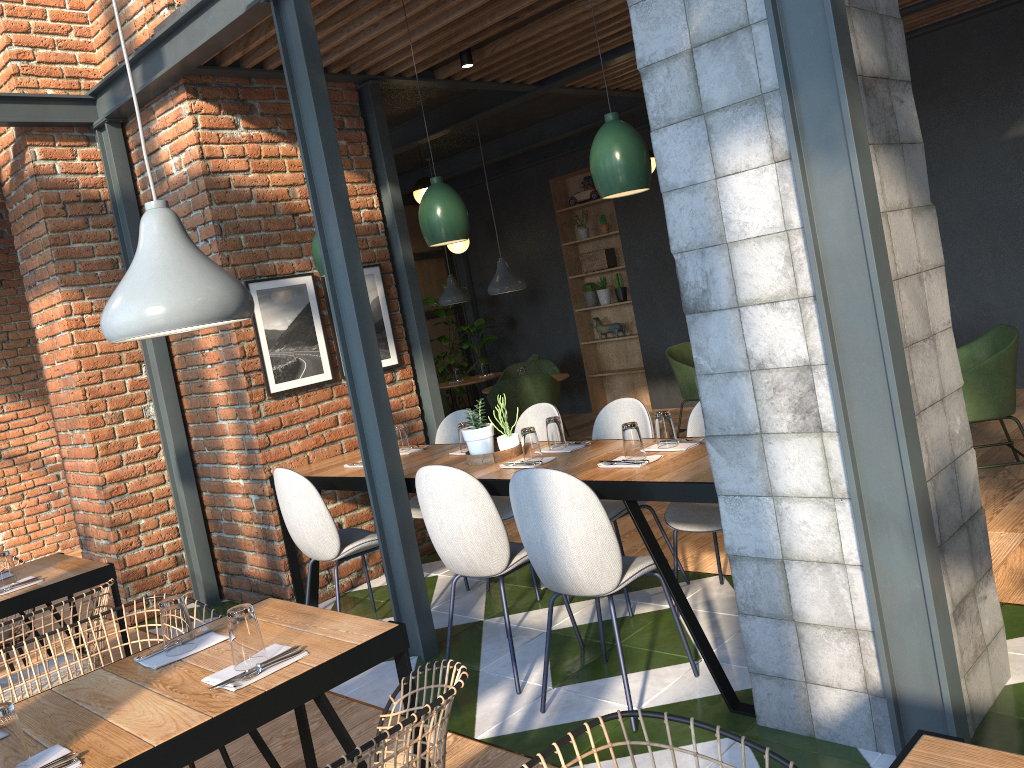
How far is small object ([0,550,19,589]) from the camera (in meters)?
3.47

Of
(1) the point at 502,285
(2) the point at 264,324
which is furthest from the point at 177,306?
(1) the point at 502,285

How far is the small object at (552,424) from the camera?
3.8m

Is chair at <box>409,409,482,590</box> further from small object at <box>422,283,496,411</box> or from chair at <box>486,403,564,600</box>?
small object at <box>422,283,496,411</box>

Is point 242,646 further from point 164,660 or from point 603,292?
point 603,292

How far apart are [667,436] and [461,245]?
7.0m

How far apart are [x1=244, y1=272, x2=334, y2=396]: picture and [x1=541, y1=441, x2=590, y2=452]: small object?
1.7 meters

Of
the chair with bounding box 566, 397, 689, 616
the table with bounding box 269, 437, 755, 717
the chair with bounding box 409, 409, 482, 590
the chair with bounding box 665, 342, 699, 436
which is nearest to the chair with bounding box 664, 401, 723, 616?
the chair with bounding box 566, 397, 689, 616

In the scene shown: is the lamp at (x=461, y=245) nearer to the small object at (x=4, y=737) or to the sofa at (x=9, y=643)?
the sofa at (x=9, y=643)

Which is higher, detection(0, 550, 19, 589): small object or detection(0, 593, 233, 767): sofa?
detection(0, 550, 19, 589): small object
